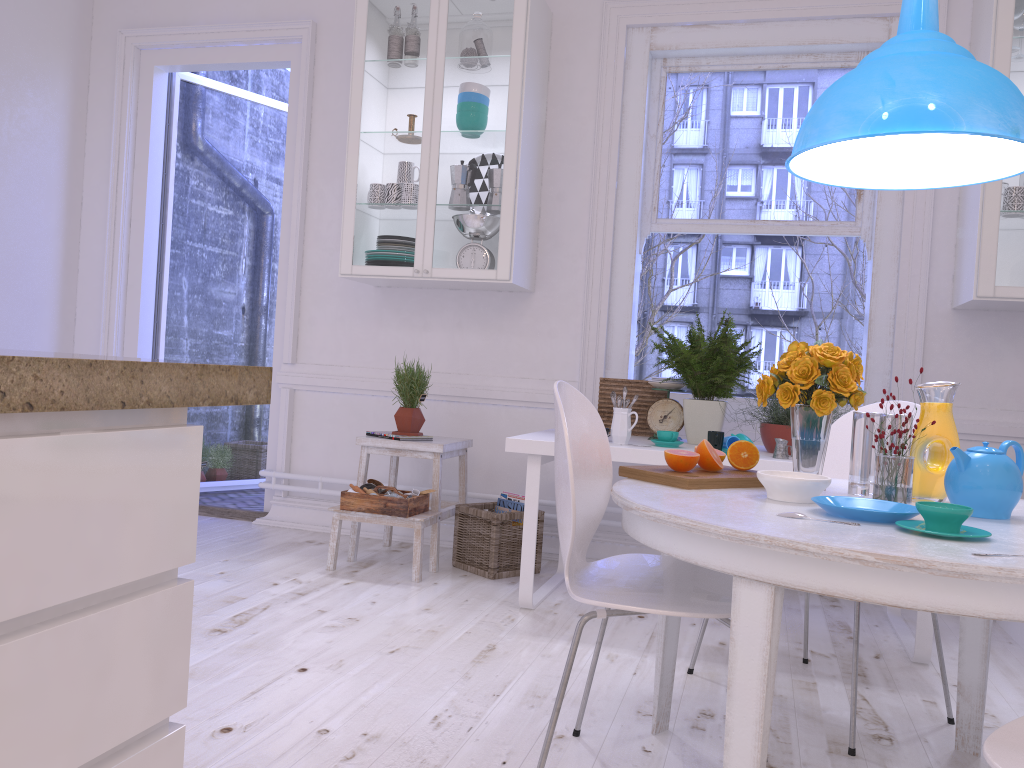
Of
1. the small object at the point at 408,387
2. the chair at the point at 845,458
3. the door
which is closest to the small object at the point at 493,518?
the small object at the point at 408,387

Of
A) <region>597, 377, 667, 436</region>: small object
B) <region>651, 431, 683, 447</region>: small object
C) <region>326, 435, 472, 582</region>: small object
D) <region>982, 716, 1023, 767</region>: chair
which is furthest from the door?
<region>982, 716, 1023, 767</region>: chair

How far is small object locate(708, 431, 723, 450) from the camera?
3.0 meters

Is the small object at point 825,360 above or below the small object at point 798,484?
above

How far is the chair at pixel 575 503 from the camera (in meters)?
1.64

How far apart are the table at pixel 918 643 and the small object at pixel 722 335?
0.03m

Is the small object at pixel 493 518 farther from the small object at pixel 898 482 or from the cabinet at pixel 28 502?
the cabinet at pixel 28 502

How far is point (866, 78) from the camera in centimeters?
198cm

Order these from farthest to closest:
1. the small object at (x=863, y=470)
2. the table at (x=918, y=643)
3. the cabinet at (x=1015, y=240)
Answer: the cabinet at (x=1015, y=240), the table at (x=918, y=643), the small object at (x=863, y=470)

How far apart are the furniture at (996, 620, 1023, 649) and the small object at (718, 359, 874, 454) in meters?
1.1 m
